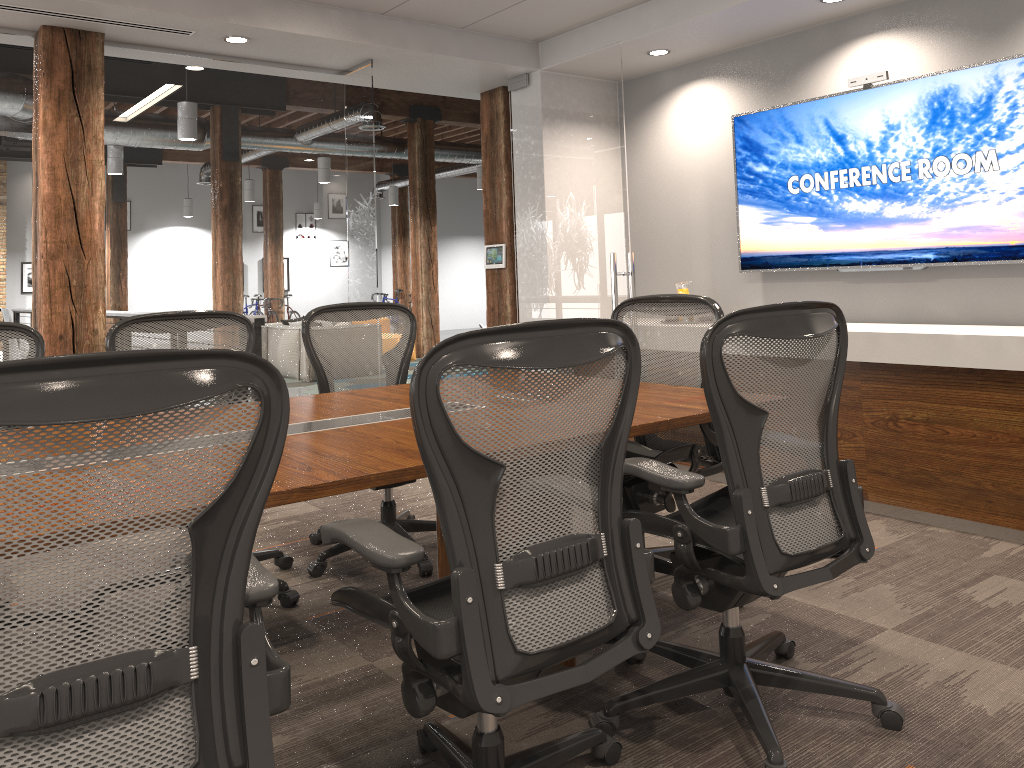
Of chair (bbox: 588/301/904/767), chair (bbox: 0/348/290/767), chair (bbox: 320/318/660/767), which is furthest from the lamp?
chair (bbox: 0/348/290/767)

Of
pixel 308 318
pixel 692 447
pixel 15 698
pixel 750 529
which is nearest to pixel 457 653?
pixel 15 698

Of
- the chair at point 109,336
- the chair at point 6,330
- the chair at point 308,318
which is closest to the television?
the chair at point 308,318

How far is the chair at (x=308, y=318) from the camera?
3.9 meters

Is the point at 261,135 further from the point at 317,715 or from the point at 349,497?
the point at 317,715

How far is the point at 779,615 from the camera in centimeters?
312cm

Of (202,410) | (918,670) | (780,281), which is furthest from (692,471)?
(780,281)

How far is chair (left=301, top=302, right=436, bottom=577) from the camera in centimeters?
388cm

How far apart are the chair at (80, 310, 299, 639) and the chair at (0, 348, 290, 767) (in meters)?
1.57

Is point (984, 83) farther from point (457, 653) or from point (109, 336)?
point (109, 336)
